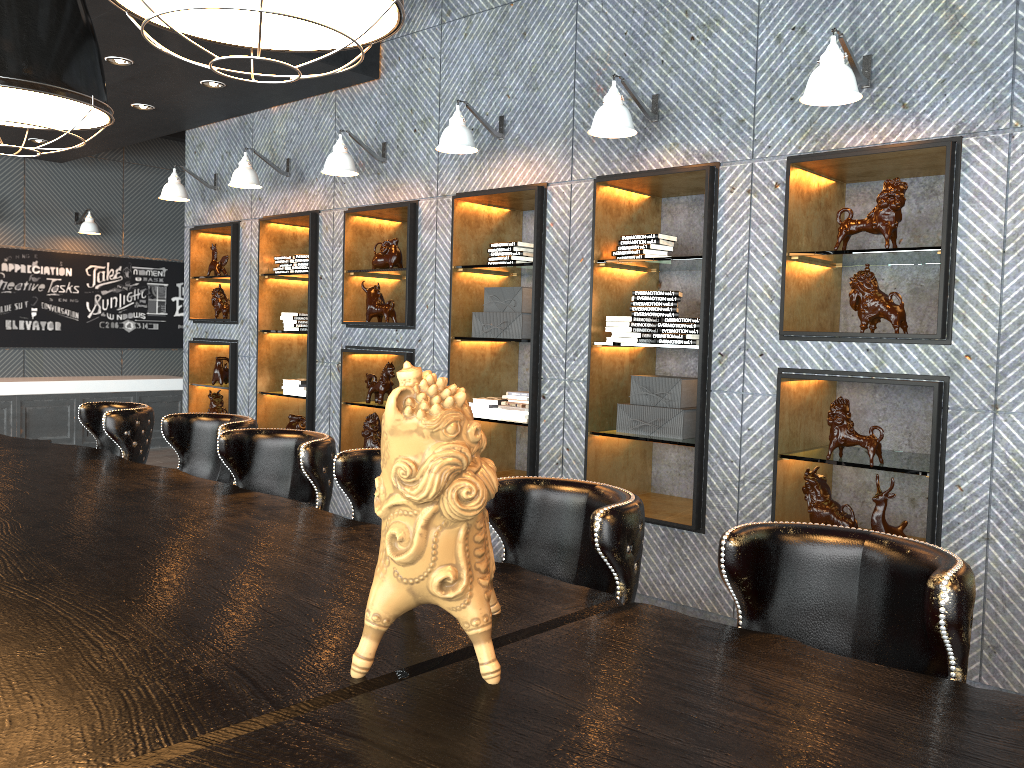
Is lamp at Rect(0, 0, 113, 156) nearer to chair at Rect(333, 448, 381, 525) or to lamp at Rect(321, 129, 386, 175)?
chair at Rect(333, 448, 381, 525)

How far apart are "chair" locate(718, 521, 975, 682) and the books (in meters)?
3.58

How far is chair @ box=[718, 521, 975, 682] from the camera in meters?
1.6 m

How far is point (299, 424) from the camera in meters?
7.0

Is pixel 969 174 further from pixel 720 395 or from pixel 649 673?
pixel 649 673

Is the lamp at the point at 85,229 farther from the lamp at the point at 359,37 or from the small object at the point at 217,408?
the lamp at the point at 359,37

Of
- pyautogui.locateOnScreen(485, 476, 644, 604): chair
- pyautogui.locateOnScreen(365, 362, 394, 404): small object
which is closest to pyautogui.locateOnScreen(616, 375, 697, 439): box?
pyautogui.locateOnScreen(365, 362, 394, 404): small object

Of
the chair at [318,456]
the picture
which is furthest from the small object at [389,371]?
the picture

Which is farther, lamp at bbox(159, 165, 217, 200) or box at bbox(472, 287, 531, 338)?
lamp at bbox(159, 165, 217, 200)

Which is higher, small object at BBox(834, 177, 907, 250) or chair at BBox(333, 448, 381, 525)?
small object at BBox(834, 177, 907, 250)
